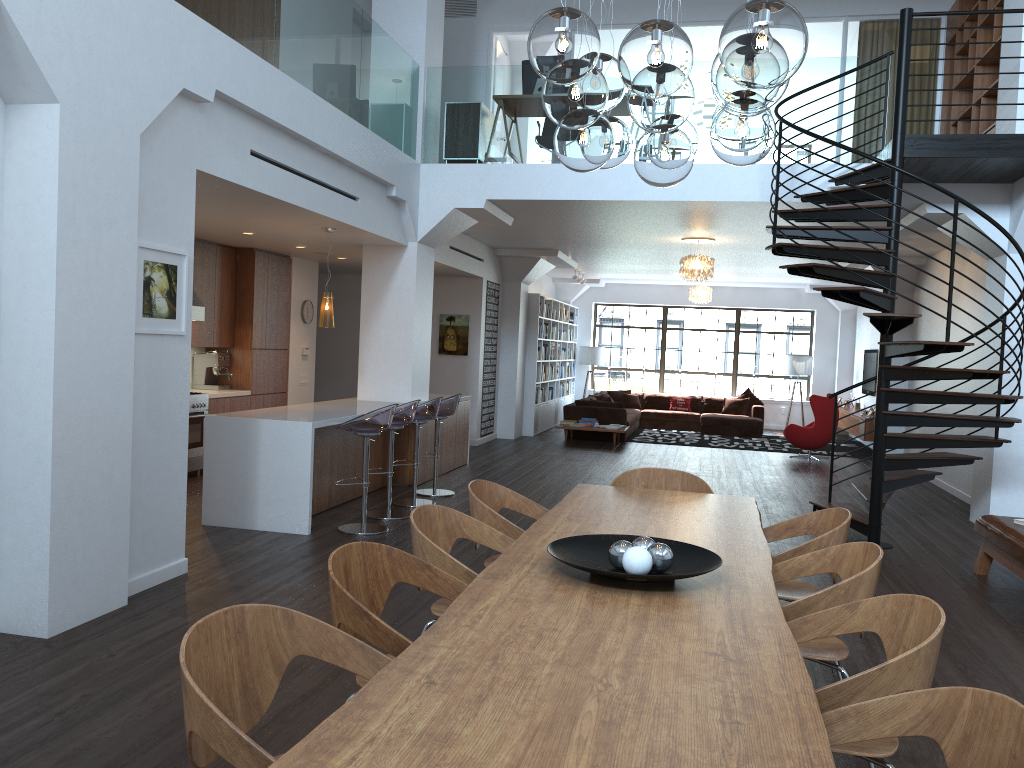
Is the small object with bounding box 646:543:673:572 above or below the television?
below

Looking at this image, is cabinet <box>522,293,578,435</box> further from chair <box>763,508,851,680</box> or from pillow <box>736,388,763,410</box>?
chair <box>763,508,851,680</box>

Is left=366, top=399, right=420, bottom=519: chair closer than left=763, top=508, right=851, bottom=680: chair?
No

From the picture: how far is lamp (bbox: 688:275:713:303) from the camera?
16.2m

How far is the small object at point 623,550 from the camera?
3.0m

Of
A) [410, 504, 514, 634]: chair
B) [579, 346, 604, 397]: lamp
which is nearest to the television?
[579, 346, 604, 397]: lamp

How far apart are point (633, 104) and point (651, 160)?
0.4m

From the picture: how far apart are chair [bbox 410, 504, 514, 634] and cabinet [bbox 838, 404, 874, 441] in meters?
11.4

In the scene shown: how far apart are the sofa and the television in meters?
1.9 m

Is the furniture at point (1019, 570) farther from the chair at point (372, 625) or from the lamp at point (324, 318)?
the lamp at point (324, 318)
